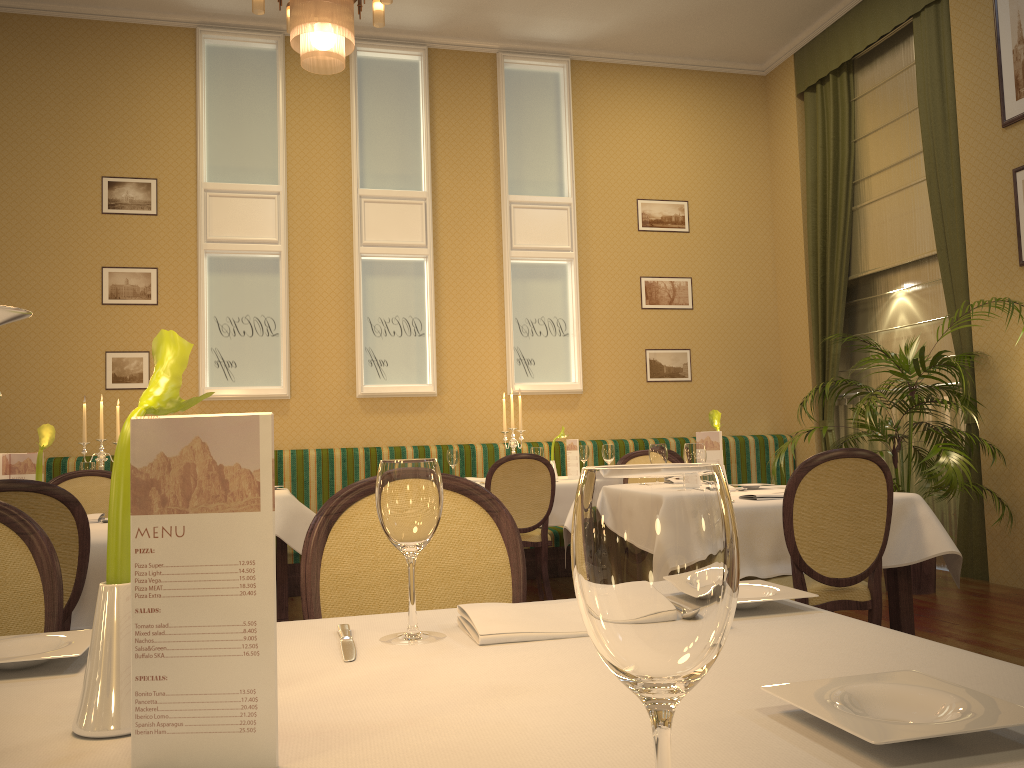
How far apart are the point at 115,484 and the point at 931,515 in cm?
324

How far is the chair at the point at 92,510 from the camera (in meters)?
3.97

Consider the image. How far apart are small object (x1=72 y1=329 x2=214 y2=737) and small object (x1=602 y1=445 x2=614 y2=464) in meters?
5.0

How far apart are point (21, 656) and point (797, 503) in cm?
251

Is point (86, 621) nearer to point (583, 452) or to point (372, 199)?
point (583, 452)

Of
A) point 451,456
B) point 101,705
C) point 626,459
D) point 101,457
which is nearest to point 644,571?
point 101,705

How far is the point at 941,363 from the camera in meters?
5.3

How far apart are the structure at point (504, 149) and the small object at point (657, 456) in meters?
3.5

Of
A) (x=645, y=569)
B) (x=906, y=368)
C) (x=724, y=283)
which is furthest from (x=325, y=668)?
(x=724, y=283)

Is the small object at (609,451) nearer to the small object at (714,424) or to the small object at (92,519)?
the small object at (714,424)
